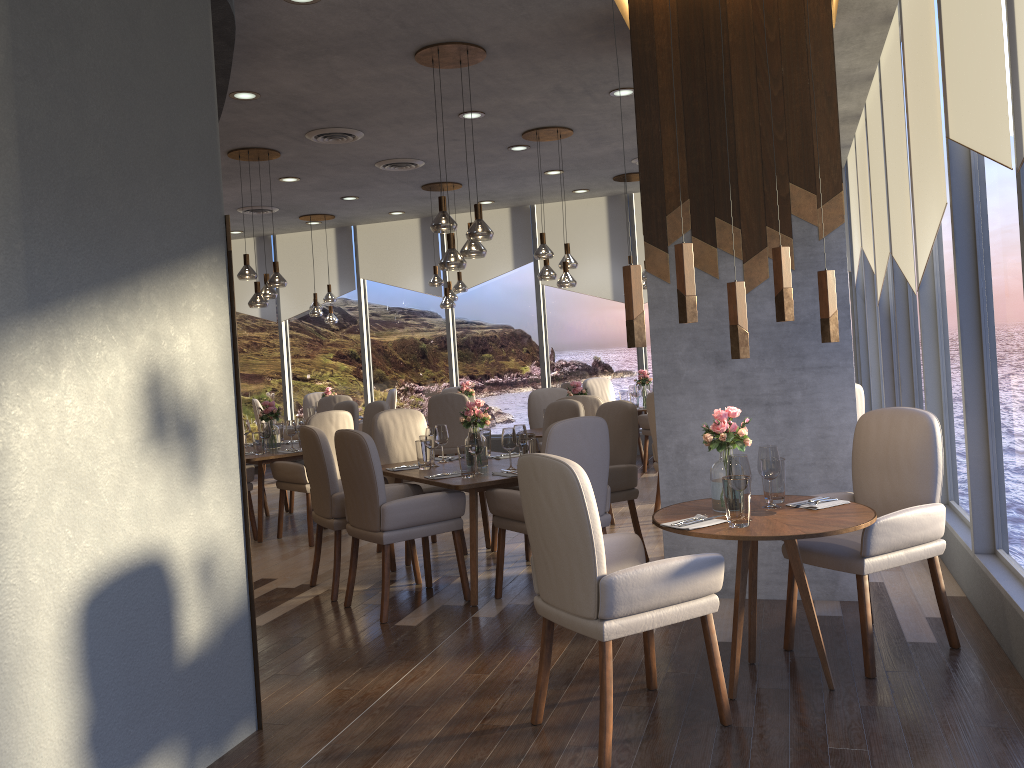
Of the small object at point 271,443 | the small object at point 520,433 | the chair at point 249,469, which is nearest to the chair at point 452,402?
the small object at point 271,443

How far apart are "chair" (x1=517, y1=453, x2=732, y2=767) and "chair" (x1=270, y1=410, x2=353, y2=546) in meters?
3.7 m

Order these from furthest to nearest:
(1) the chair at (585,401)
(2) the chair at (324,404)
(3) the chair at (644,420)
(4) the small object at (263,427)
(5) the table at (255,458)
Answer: (2) the chair at (324,404) < (3) the chair at (644,420) < (4) the small object at (263,427) < (5) the table at (255,458) < (1) the chair at (585,401)

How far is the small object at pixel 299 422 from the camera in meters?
7.5

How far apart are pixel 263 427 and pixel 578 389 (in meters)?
2.63

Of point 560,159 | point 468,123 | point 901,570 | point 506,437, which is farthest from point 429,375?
point 901,570

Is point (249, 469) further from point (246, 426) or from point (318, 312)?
point (318, 312)

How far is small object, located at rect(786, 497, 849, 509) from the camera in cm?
350

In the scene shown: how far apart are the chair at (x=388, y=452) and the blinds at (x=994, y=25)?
3.7 meters

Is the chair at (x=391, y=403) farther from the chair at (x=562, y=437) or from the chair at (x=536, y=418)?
the chair at (x=562, y=437)
